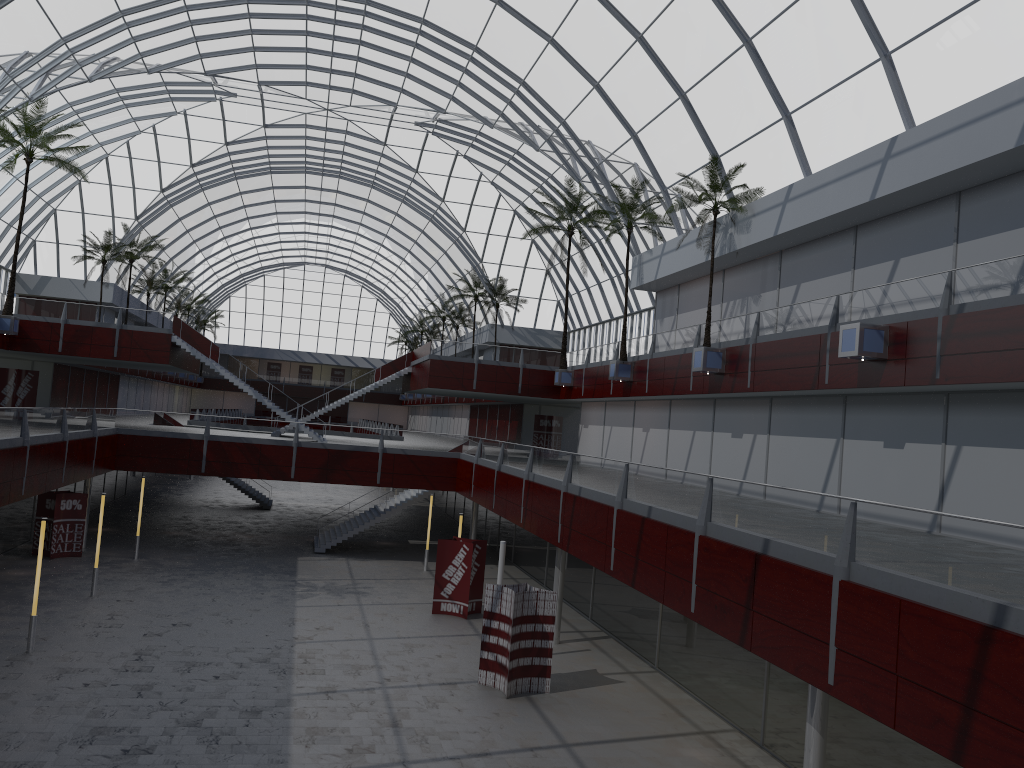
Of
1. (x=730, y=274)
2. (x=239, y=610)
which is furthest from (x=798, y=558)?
(x=730, y=274)

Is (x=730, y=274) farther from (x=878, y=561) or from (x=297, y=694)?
(x=878, y=561)
